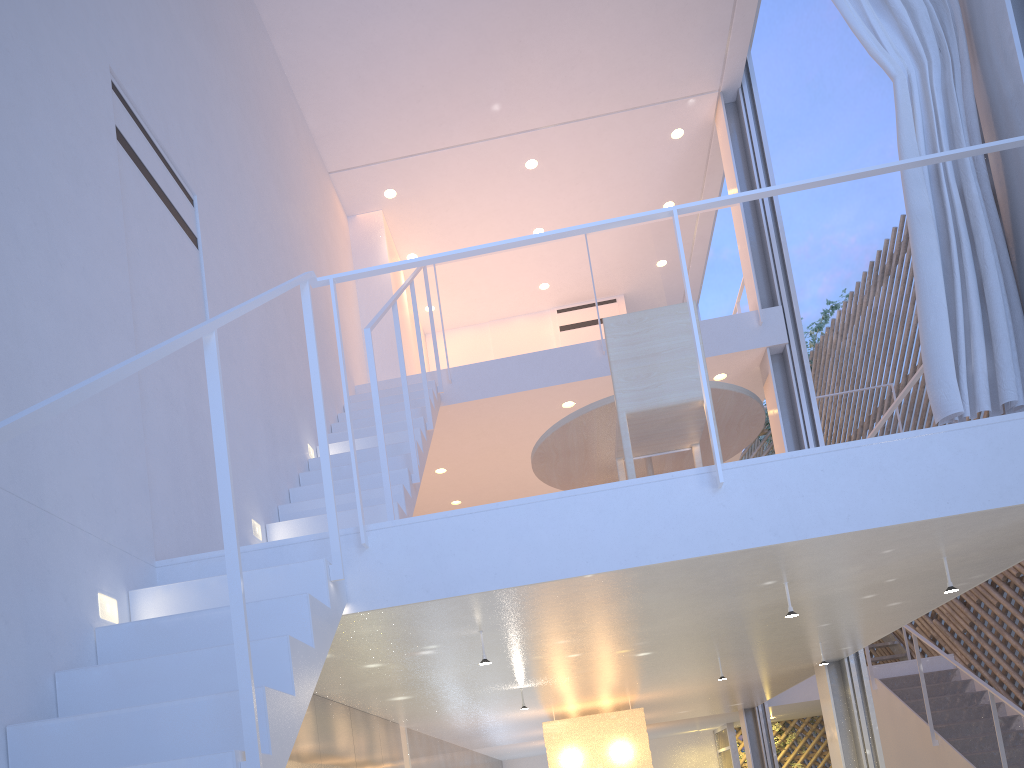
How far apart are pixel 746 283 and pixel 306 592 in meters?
3.1 m

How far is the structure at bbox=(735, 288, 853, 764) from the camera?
7.2m

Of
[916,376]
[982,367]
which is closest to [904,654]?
[916,376]

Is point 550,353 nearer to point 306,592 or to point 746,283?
point 746,283

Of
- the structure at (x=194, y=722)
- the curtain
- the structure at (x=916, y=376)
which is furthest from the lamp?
the curtain

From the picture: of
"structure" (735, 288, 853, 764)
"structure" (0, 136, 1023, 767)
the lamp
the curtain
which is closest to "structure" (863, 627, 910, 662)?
"structure" (735, 288, 853, 764)

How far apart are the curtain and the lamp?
2.00m

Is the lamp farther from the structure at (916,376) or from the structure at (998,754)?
the structure at (998,754)

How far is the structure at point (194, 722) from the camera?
1.02m

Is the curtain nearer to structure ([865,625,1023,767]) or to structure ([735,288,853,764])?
structure ([865,625,1023,767])
